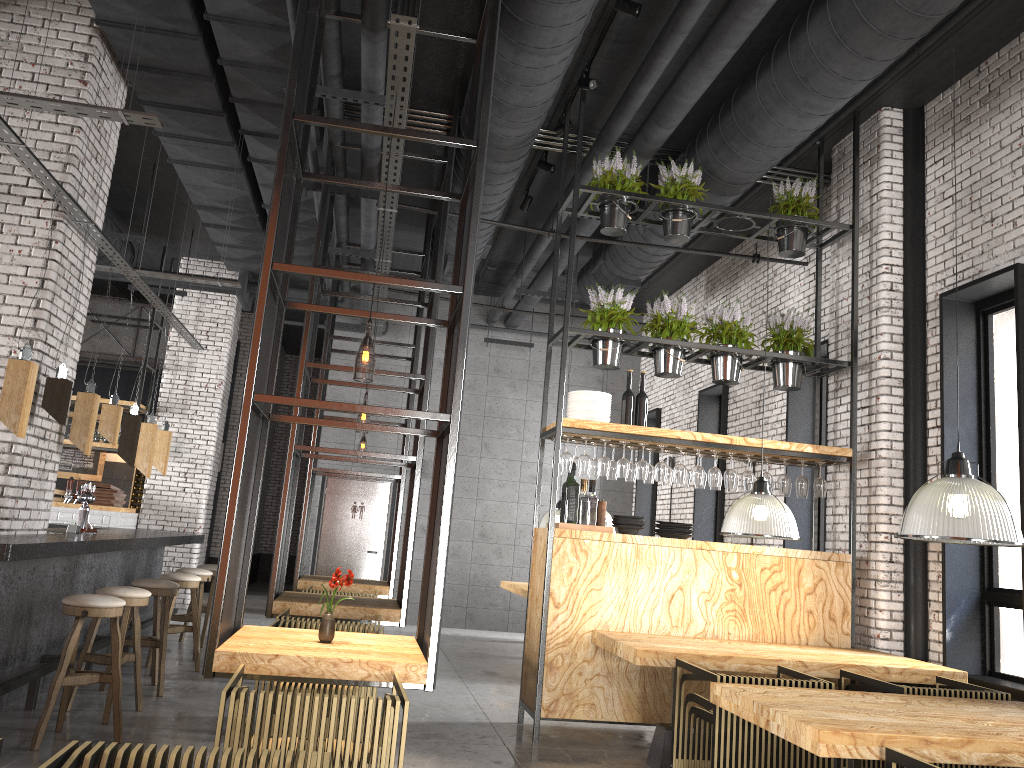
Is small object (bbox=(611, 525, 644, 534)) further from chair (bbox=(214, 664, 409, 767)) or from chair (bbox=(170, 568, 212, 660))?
chair (bbox=(170, 568, 212, 660))

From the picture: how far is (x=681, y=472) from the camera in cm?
660

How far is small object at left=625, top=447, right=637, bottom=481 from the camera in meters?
6.8

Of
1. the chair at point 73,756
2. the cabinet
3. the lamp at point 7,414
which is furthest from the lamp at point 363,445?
the chair at point 73,756

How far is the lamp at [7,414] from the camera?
5.12m

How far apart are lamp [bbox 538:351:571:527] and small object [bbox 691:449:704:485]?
4.9m

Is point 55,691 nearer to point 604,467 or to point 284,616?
point 284,616

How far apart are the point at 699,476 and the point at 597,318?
1.41m

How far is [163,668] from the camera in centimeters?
649cm

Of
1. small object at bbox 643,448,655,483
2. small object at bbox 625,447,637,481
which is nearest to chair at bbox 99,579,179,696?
small object at bbox 625,447,637,481
